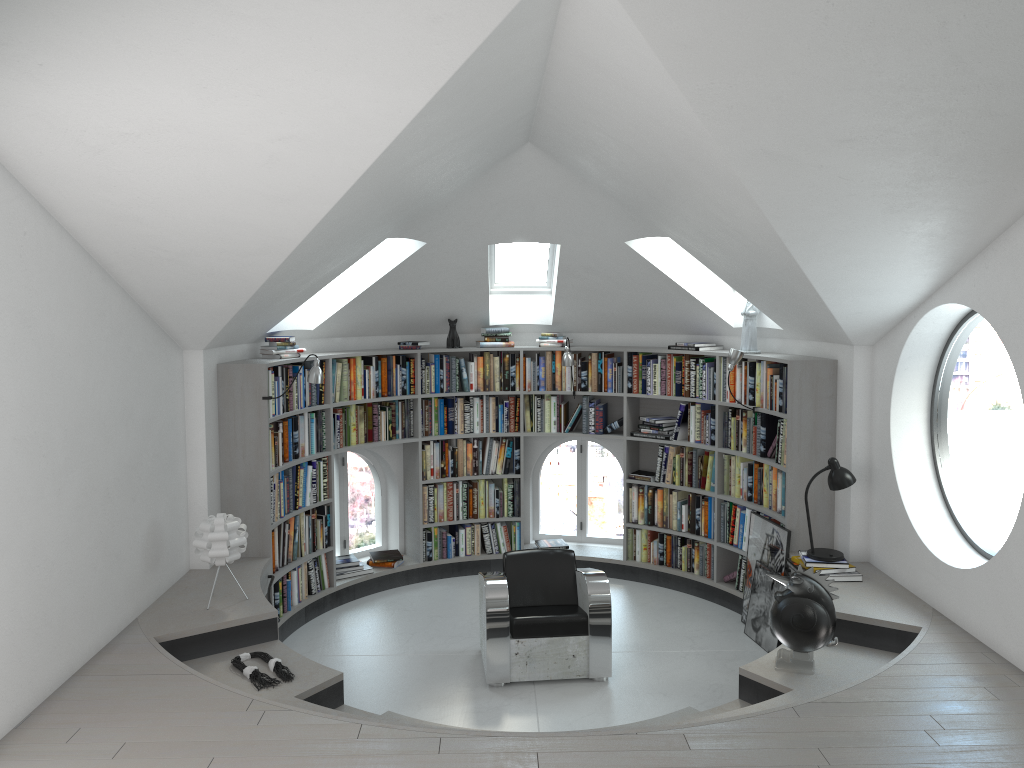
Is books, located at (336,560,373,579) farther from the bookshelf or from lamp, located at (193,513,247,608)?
lamp, located at (193,513,247,608)

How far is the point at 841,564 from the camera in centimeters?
568cm

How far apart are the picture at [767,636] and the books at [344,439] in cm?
215

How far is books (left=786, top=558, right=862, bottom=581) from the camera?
5.65m

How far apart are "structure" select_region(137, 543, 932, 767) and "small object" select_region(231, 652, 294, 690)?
0.0m

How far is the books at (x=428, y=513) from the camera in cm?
790

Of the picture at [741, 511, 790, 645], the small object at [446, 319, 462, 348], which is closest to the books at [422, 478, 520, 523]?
the small object at [446, 319, 462, 348]

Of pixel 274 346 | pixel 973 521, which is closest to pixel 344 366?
pixel 274 346

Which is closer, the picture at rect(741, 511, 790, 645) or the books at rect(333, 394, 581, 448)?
the picture at rect(741, 511, 790, 645)

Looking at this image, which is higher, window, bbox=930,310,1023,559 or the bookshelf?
the bookshelf
